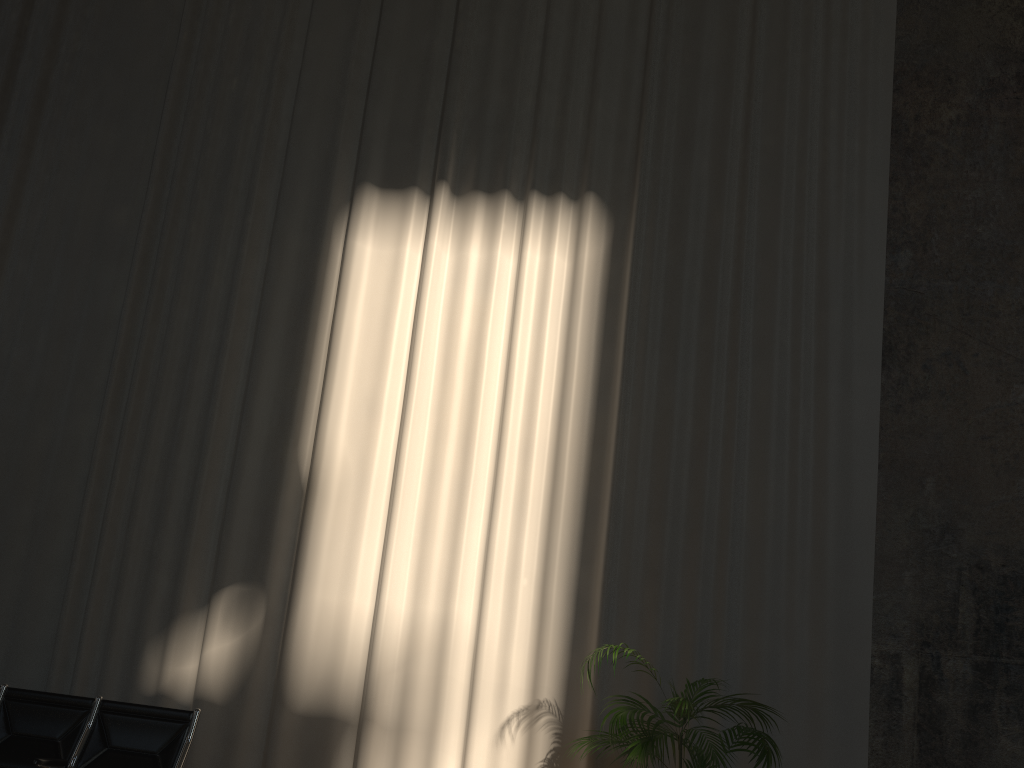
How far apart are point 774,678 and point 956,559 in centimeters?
134cm

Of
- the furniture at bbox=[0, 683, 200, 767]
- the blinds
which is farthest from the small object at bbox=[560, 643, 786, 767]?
the furniture at bbox=[0, 683, 200, 767]

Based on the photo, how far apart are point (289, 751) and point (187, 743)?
0.81m

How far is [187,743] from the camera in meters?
4.6 m

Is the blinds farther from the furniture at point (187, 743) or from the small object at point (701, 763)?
the furniture at point (187, 743)

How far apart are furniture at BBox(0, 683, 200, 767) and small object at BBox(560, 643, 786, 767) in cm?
222

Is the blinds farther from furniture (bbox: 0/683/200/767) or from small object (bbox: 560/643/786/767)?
furniture (bbox: 0/683/200/767)

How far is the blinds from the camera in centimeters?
528cm

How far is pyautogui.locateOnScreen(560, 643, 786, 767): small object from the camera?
4.1 meters

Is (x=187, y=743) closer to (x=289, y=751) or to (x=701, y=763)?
(x=289, y=751)
